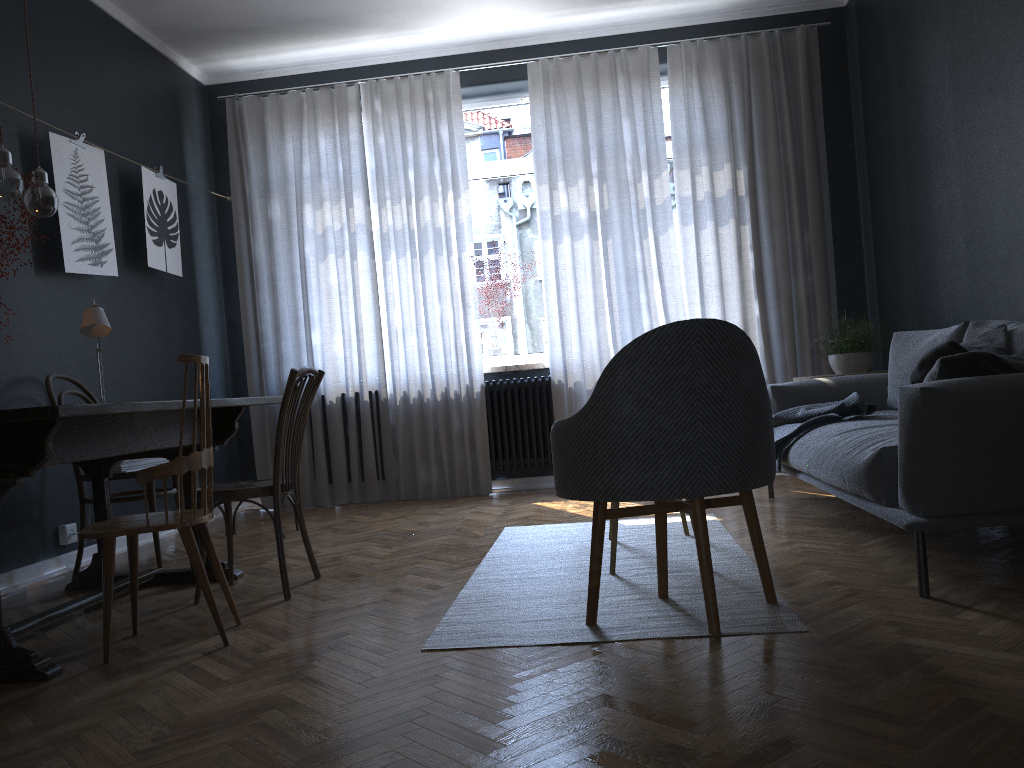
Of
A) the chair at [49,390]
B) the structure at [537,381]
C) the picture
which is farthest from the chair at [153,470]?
the structure at [537,381]

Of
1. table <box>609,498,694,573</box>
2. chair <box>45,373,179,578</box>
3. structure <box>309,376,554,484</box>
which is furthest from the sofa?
chair <box>45,373,179,578</box>

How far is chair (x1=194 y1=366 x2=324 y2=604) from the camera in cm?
313

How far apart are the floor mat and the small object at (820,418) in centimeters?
40cm

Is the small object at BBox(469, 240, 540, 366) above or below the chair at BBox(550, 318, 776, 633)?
above

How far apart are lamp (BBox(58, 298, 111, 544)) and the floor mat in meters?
1.8 m

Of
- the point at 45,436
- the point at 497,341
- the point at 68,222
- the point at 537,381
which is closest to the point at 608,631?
the point at 45,436

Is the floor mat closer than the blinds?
Yes

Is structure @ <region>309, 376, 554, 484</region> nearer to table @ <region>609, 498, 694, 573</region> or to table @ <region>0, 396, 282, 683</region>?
table @ <region>0, 396, 282, 683</region>

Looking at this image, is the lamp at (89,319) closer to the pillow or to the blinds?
the blinds
